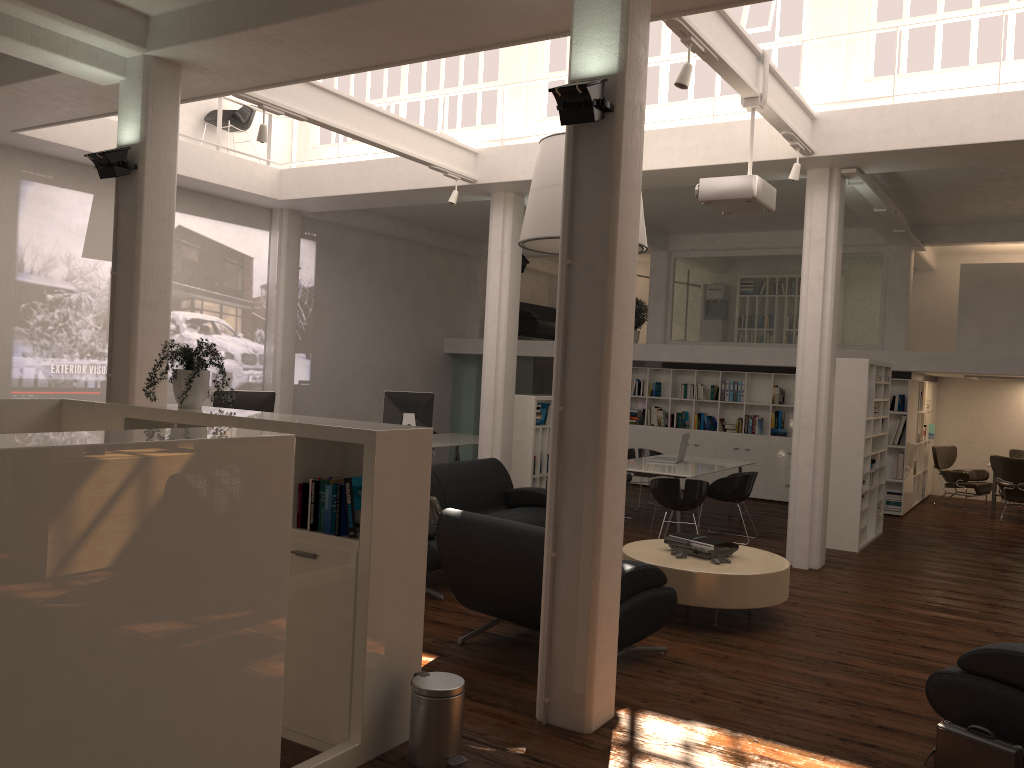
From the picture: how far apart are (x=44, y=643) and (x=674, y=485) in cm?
902

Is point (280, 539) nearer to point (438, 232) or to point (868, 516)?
point (868, 516)

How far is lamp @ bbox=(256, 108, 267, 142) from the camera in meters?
9.5 m

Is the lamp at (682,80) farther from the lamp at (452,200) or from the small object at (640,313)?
the small object at (640,313)

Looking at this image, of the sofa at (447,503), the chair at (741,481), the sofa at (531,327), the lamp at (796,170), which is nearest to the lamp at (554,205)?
the lamp at (796,170)

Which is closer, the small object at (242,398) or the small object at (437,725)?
the small object at (437,725)

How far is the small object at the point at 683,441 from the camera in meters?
14.3 m

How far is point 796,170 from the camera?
10.02m

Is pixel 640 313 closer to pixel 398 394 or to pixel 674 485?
pixel 398 394

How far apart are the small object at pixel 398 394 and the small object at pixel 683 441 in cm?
450
